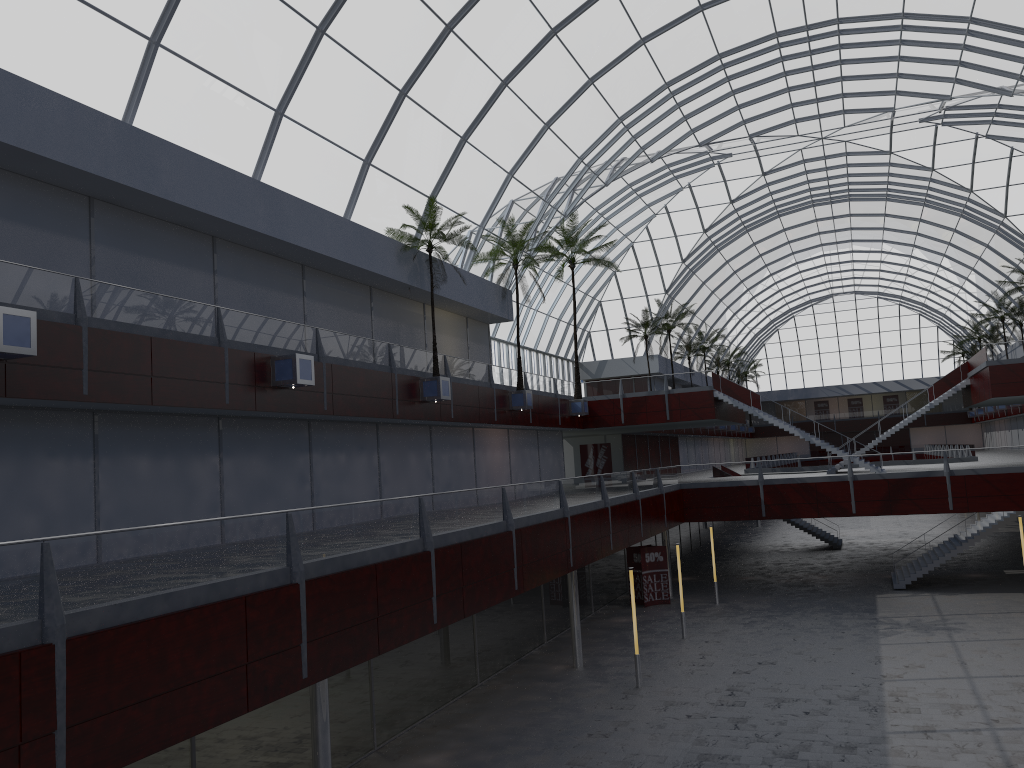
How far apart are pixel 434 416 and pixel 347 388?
7.2m
